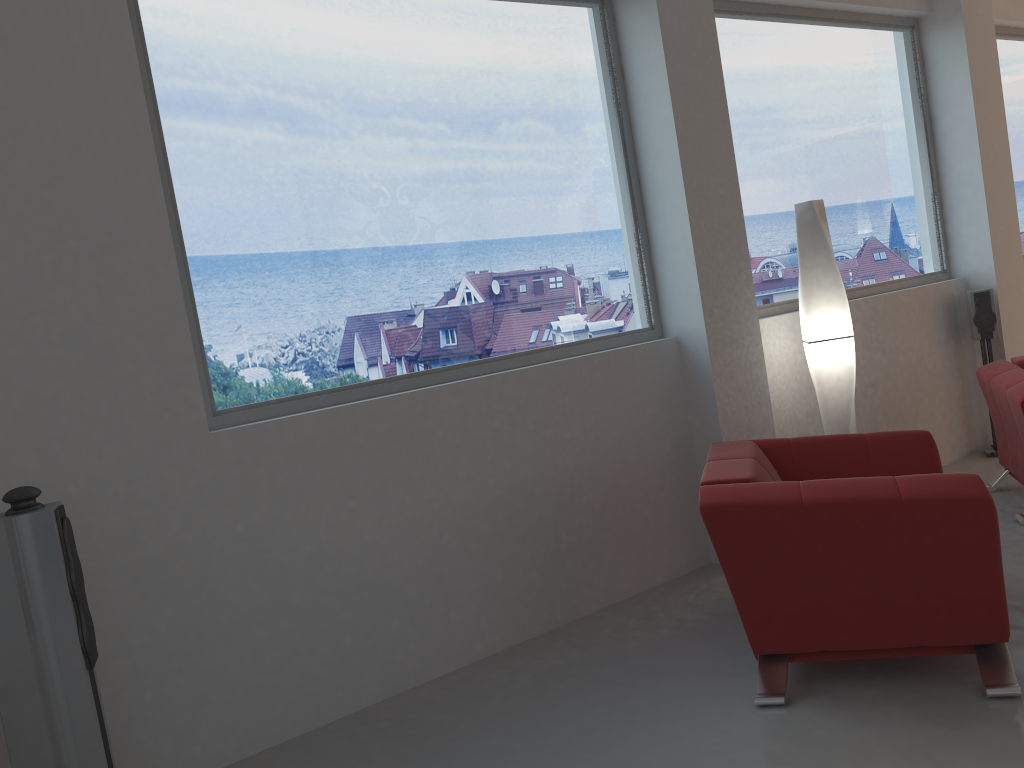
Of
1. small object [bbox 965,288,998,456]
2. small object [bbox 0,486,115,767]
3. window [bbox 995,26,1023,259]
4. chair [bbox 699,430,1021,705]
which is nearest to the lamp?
chair [bbox 699,430,1021,705]

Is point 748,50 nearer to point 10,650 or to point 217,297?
point 217,297

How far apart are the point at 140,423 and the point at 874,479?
2.53m

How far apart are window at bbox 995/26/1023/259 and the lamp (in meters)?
3.19

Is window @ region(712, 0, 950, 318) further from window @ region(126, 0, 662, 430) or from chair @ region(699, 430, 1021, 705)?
chair @ region(699, 430, 1021, 705)

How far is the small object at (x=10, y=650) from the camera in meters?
2.5

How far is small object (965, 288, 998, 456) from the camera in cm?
578

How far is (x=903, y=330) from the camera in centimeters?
568cm

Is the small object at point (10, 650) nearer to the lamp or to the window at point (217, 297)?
the window at point (217, 297)

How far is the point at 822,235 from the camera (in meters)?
4.58
